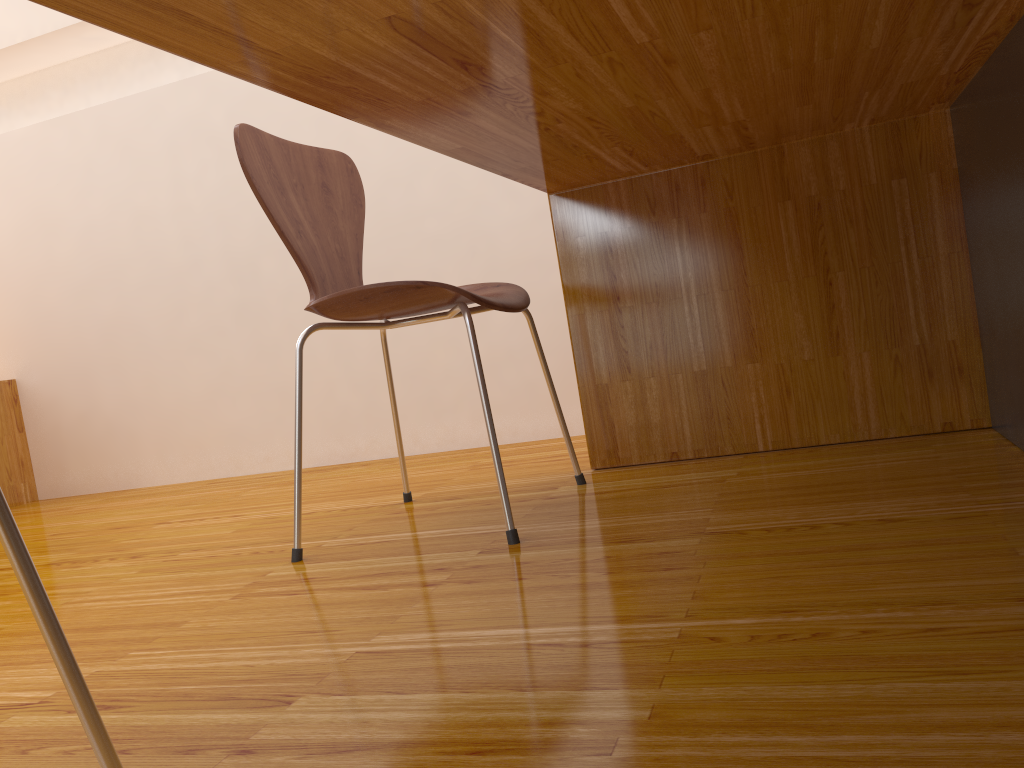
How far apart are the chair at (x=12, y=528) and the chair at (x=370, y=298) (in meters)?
0.71

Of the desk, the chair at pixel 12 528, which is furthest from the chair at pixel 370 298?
the chair at pixel 12 528

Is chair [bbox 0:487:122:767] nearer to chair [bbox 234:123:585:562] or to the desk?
the desk

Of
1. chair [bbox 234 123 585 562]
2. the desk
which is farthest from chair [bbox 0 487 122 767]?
chair [bbox 234 123 585 562]

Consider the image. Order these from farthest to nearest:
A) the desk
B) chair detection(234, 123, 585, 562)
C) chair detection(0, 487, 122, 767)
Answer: chair detection(234, 123, 585, 562)
the desk
chair detection(0, 487, 122, 767)

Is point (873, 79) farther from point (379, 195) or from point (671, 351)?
point (379, 195)

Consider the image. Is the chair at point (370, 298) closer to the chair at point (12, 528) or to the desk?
the desk

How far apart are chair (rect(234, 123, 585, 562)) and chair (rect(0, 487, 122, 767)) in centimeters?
71cm

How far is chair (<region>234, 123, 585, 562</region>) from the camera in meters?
1.3 m

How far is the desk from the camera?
0.80m
